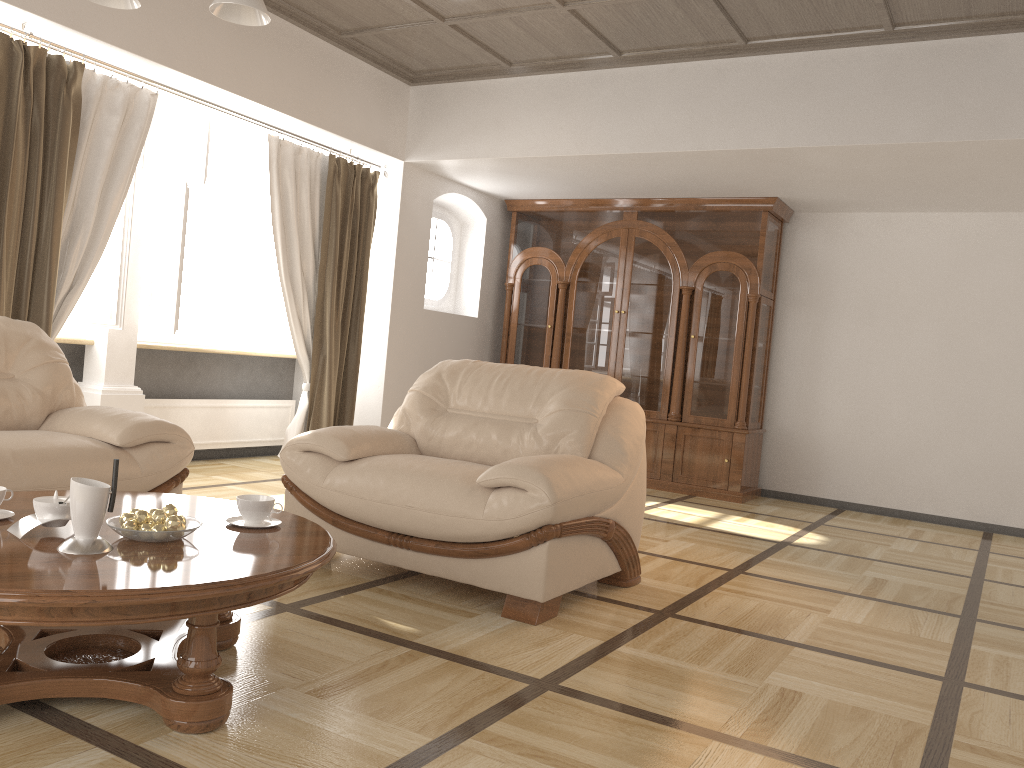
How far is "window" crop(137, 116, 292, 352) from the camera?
5.4m

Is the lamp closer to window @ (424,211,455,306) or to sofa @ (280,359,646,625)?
sofa @ (280,359,646,625)

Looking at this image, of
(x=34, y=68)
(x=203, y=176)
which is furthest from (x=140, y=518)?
(x=203, y=176)

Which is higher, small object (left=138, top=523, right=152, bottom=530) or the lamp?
the lamp

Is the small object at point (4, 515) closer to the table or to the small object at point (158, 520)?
the table

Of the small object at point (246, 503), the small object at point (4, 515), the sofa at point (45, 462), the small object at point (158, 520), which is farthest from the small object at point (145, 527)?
the sofa at point (45, 462)

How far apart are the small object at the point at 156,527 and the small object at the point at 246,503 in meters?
0.3

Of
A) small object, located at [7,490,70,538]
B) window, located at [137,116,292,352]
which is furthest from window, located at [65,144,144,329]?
small object, located at [7,490,70,538]

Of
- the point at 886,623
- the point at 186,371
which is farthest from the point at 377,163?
the point at 886,623

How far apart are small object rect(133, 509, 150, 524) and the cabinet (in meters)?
5.19
